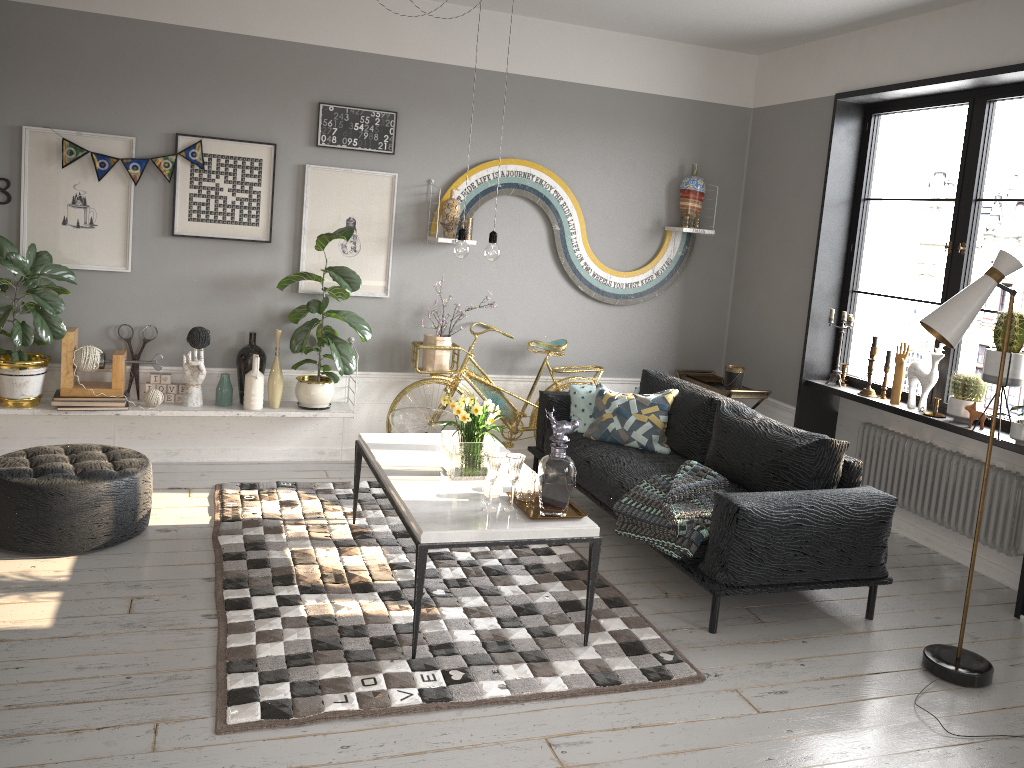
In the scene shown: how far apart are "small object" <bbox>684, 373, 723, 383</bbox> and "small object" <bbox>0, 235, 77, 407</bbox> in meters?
4.1

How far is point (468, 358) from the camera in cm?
582

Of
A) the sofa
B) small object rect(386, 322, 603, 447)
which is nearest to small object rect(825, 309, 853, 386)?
the sofa

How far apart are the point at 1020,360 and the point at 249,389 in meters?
4.2

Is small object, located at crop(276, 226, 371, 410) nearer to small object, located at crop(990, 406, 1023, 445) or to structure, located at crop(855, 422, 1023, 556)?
structure, located at crop(855, 422, 1023, 556)

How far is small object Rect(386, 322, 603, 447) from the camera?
5.82m

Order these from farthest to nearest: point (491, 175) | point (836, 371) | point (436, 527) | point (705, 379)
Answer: point (705, 379), point (491, 175), point (836, 371), point (436, 527)

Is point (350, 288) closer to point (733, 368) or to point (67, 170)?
point (67, 170)

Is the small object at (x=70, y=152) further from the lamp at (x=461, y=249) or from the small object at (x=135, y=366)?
the lamp at (x=461, y=249)

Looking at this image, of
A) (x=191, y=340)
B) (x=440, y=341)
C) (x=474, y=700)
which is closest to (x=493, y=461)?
(x=474, y=700)
